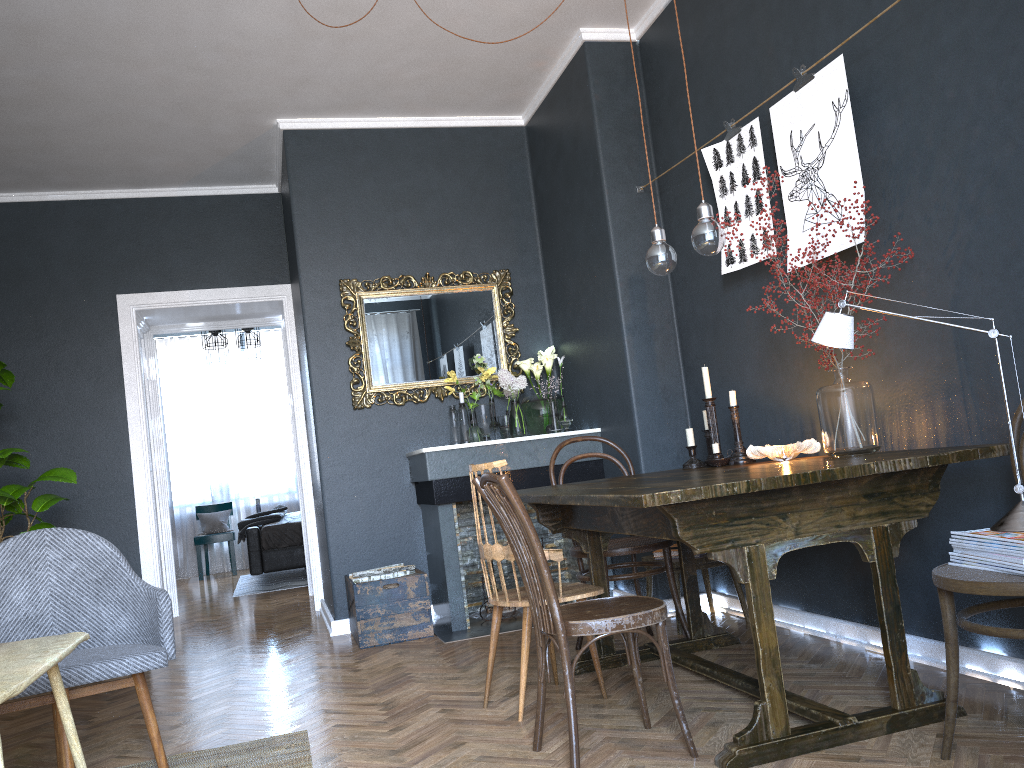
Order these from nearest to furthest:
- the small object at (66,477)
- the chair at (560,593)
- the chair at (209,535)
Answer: the chair at (560,593)
the small object at (66,477)
the chair at (209,535)

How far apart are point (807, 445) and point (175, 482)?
8.7m

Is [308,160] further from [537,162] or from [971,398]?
[971,398]

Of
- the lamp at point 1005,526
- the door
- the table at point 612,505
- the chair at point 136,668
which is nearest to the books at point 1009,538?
the lamp at point 1005,526

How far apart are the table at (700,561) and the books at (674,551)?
0.11m

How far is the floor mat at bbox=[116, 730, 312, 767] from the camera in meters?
2.8

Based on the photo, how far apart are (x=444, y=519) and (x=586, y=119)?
2.2 meters

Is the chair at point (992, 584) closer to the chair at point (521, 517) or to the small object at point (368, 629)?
the chair at point (521, 517)

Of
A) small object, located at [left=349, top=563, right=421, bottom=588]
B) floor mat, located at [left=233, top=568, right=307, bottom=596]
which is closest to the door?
floor mat, located at [left=233, top=568, right=307, bottom=596]

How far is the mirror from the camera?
5.2 meters
